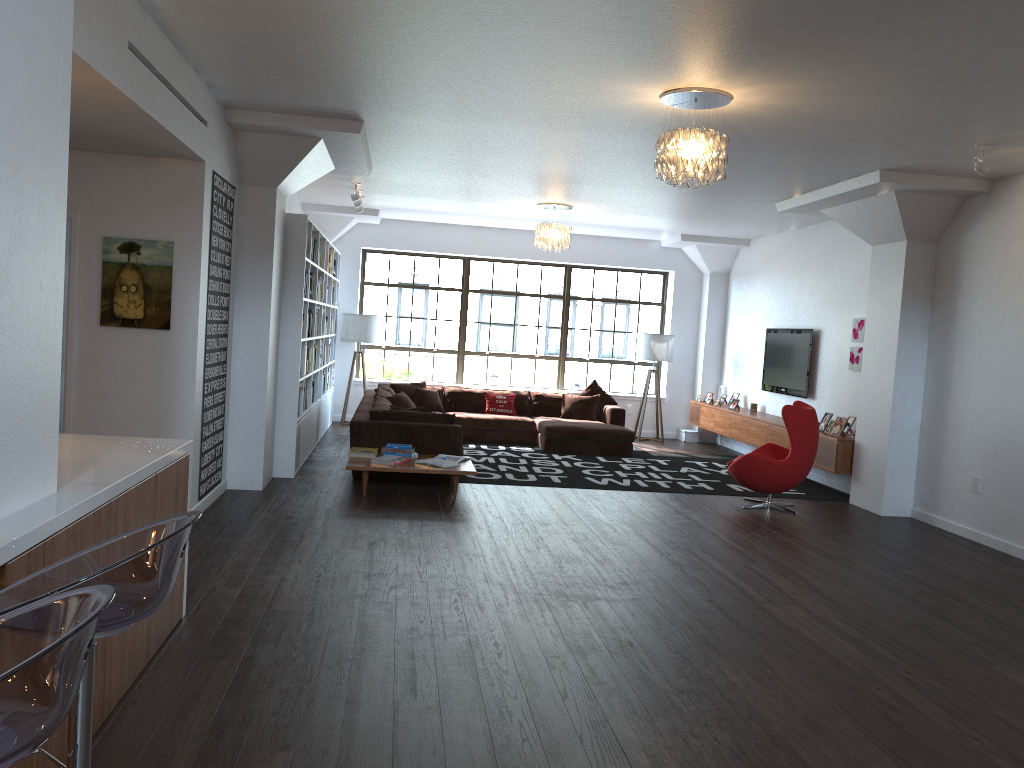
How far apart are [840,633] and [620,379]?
9.3 meters

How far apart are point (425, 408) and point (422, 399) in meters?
3.0

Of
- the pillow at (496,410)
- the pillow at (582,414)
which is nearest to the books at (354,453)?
the pillow at (496,410)

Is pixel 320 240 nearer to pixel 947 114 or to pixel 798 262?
pixel 798 262

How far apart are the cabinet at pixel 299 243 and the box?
5.2m

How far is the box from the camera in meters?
13.2 m

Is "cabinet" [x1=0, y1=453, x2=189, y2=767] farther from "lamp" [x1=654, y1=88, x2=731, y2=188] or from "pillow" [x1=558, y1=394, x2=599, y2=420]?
"pillow" [x1=558, y1=394, x2=599, y2=420]

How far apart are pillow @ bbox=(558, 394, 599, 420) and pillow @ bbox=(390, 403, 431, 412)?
3.7 meters

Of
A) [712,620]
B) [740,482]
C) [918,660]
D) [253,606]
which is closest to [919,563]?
[740,482]

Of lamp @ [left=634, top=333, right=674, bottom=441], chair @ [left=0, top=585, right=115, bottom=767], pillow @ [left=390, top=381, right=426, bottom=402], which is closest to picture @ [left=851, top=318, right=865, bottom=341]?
lamp @ [left=634, top=333, right=674, bottom=441]
